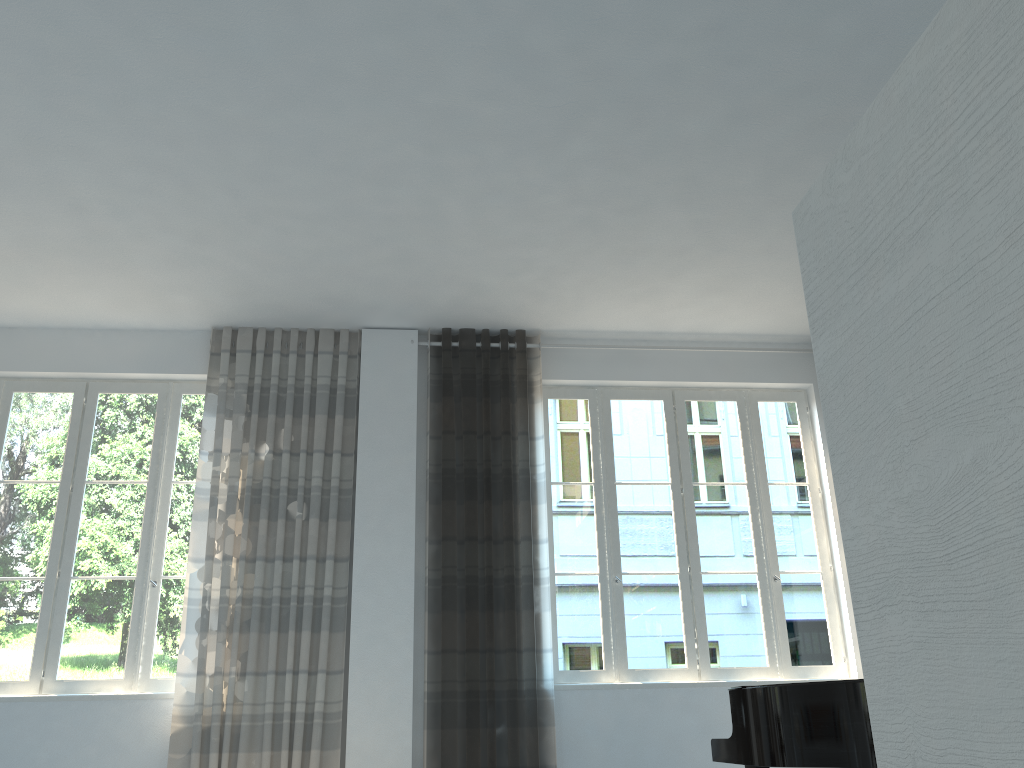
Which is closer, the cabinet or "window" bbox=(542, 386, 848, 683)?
the cabinet

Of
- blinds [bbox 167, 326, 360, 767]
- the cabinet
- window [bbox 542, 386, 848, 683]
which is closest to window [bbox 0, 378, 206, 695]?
blinds [bbox 167, 326, 360, 767]

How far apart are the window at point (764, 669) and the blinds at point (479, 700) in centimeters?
14cm

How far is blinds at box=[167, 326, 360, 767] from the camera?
5.0m

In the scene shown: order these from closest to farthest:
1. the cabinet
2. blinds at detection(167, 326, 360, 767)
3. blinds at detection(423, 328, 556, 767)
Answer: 1. the cabinet
2. blinds at detection(167, 326, 360, 767)
3. blinds at detection(423, 328, 556, 767)

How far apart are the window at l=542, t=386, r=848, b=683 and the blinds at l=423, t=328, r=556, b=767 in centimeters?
14cm

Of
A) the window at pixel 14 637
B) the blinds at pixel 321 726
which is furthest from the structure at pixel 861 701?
the window at pixel 14 637

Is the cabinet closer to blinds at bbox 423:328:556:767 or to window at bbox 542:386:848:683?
blinds at bbox 423:328:556:767

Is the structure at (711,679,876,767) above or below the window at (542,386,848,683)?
below

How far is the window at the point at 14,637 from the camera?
5.3 meters
